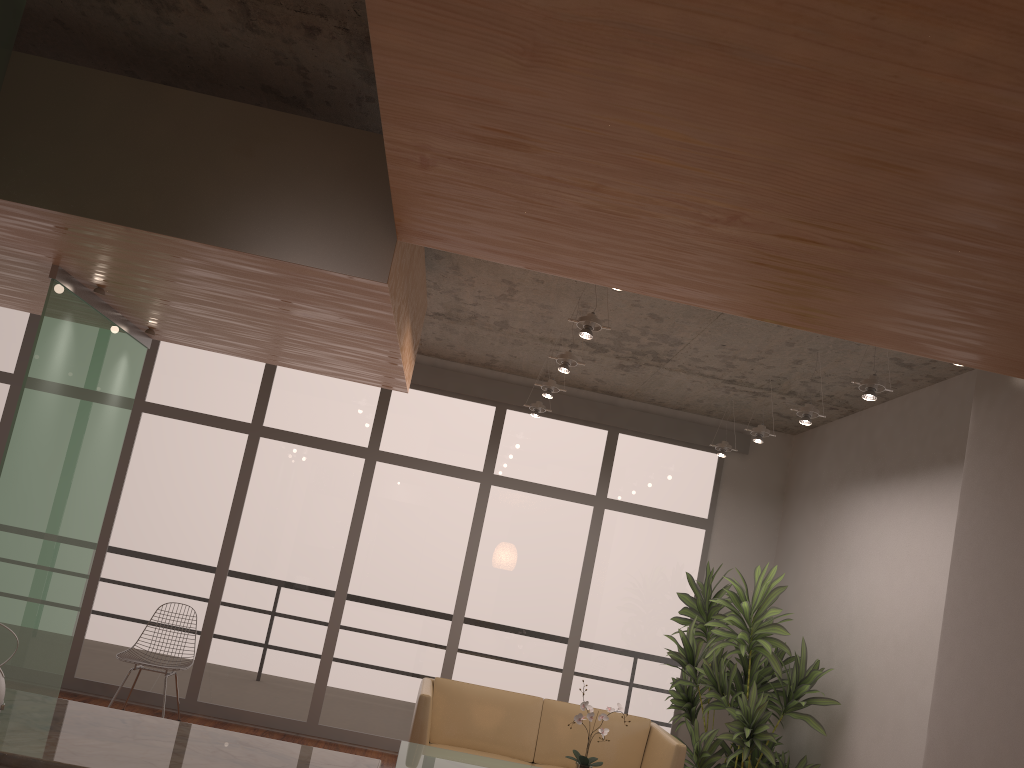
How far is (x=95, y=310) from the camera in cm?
459

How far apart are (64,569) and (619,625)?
4.45m

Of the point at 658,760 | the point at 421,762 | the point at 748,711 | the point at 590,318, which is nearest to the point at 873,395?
the point at 590,318

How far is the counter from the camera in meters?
2.4

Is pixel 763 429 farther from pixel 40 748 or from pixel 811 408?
pixel 40 748

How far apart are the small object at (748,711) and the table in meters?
1.6

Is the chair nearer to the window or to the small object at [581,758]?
the window

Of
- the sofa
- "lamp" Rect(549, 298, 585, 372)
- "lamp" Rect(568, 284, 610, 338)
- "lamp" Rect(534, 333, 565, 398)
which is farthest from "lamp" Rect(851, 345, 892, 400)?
the sofa

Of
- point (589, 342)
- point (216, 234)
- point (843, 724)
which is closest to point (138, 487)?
point (589, 342)

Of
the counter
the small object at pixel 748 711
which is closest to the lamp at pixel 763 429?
the small object at pixel 748 711
